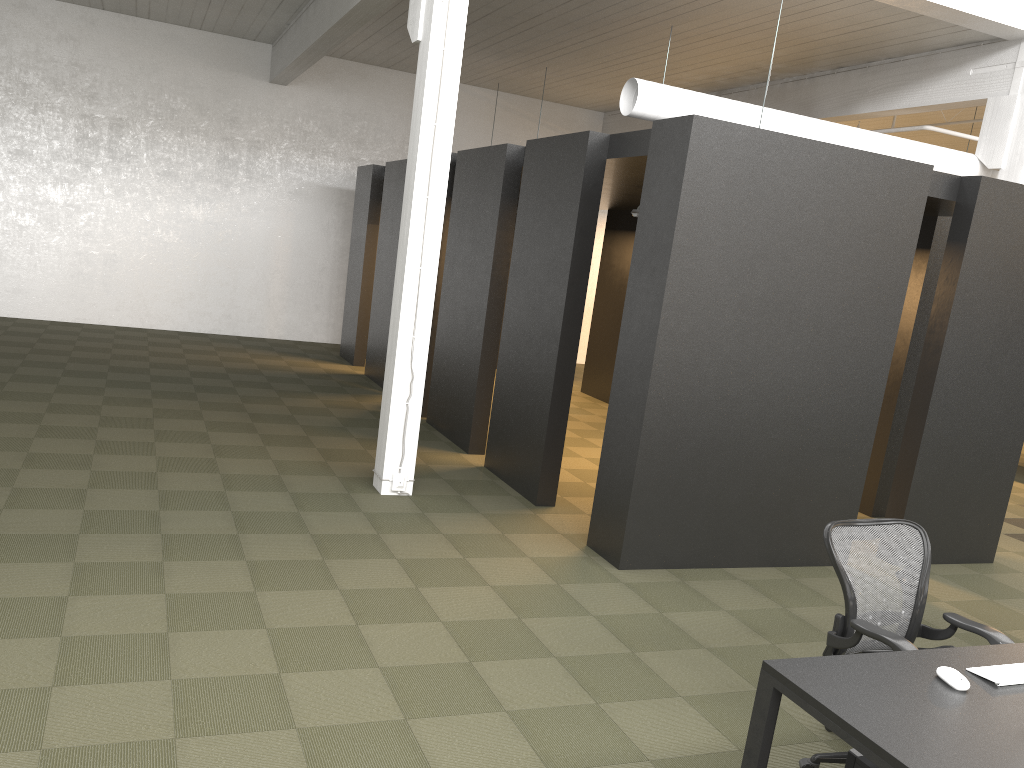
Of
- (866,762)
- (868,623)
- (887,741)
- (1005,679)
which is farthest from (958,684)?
(868,623)

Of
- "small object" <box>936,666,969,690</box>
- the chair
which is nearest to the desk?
"small object" <box>936,666,969,690</box>

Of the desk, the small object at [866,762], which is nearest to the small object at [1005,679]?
the desk

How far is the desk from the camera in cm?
243

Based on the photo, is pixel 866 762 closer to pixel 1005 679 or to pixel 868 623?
pixel 1005 679

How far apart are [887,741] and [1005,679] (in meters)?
0.77

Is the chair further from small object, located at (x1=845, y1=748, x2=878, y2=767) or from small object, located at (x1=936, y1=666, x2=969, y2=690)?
small object, located at (x1=845, y1=748, x2=878, y2=767)

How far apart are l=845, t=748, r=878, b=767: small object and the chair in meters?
0.5 m

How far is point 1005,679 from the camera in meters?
2.9

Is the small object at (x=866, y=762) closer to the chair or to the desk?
the desk
